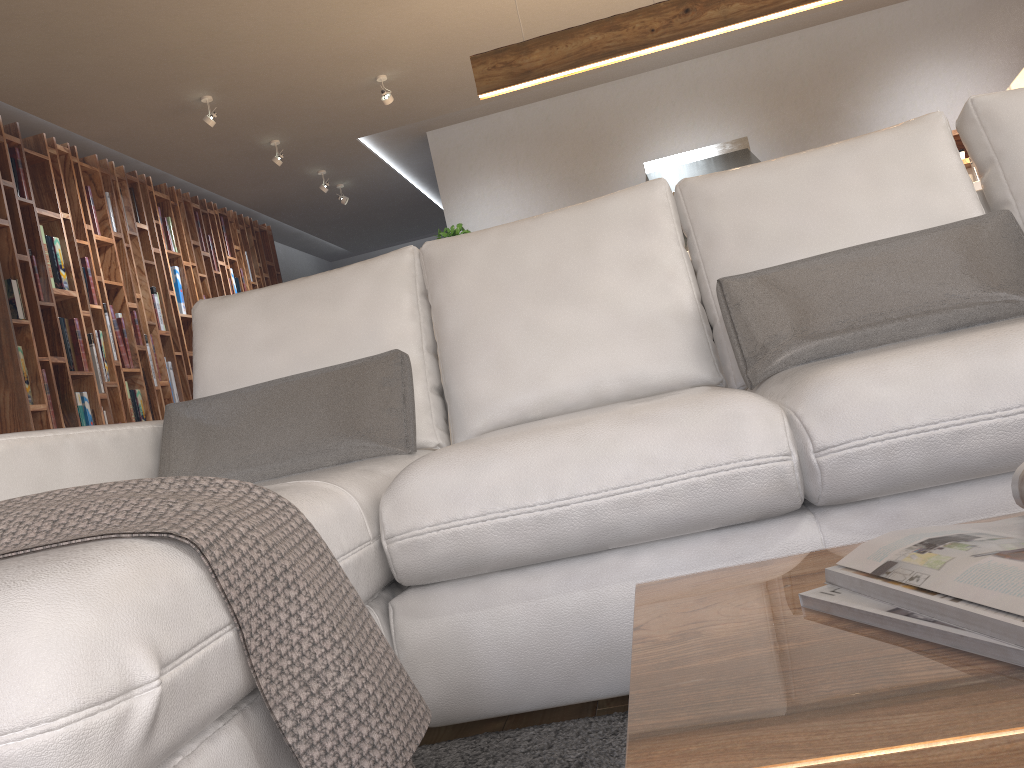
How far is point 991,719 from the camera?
0.4m

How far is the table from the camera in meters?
0.4 m

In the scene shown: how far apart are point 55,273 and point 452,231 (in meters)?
2.74

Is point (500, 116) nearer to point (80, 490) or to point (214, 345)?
point (214, 345)

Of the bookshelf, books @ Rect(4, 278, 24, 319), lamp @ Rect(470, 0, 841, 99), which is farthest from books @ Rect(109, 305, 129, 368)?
lamp @ Rect(470, 0, 841, 99)

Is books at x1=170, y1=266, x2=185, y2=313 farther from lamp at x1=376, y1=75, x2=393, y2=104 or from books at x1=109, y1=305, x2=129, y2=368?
lamp at x1=376, y1=75, x2=393, y2=104

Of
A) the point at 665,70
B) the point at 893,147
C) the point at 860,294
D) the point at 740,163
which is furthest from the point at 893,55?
the point at 860,294

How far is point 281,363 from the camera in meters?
2.1 m

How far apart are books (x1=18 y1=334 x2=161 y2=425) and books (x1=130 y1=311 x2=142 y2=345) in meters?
0.8

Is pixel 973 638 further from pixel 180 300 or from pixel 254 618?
pixel 180 300
